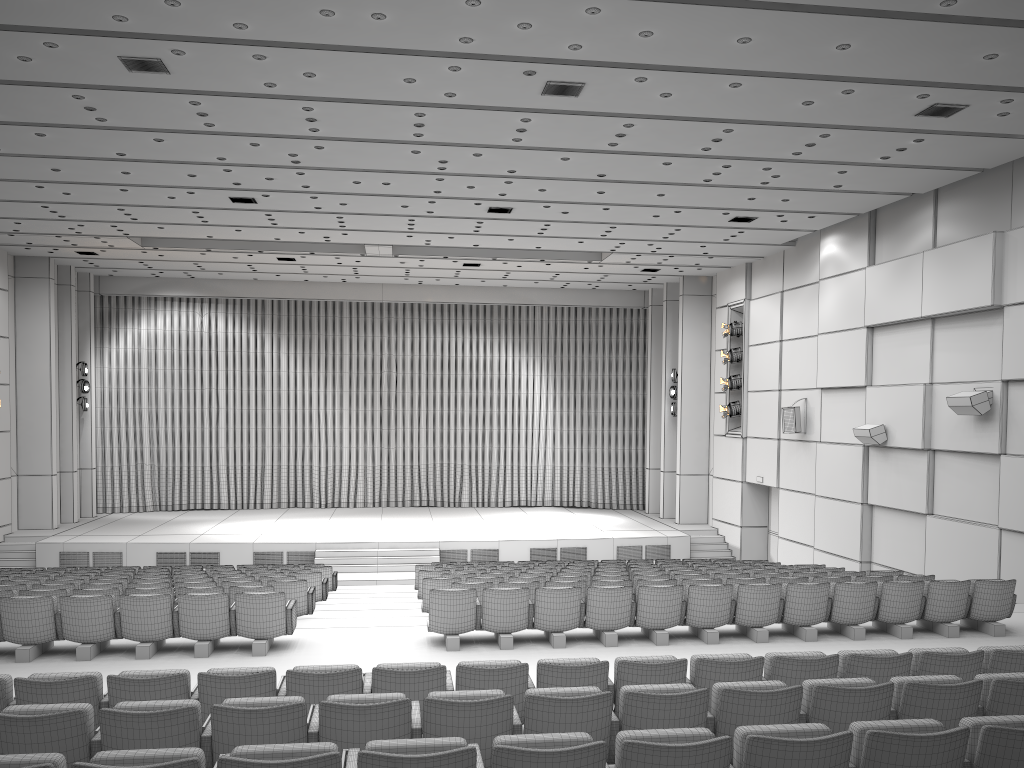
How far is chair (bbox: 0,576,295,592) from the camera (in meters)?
11.51

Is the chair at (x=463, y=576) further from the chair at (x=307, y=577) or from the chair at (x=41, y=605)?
the chair at (x=41, y=605)

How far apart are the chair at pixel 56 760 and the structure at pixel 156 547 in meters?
15.5 m

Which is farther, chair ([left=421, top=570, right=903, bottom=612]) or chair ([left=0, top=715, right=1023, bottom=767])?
chair ([left=421, top=570, right=903, bottom=612])

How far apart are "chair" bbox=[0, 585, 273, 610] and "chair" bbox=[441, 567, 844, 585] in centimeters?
315cm

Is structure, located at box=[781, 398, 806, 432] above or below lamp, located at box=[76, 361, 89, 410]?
below

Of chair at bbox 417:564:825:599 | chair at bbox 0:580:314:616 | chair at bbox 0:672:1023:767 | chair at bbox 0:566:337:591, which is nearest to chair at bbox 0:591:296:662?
chair at bbox 0:580:314:616

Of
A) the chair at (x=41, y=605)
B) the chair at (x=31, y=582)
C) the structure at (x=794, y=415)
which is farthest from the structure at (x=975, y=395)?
the chair at (x=31, y=582)

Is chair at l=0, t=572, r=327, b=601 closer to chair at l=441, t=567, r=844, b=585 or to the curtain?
chair at l=441, t=567, r=844, b=585

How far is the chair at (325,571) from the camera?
15.2 meters
